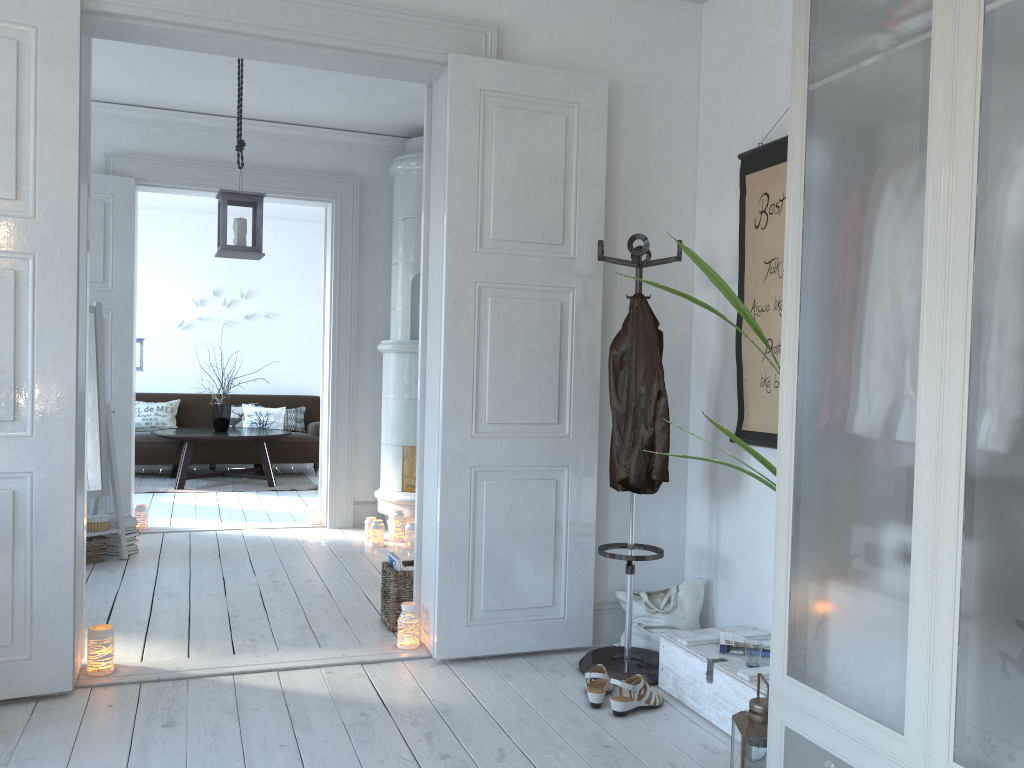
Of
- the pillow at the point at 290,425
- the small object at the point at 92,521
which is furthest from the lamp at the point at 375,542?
the pillow at the point at 290,425

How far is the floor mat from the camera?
8.2m

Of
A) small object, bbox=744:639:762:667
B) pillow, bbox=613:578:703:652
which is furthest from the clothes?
small object, bbox=744:639:762:667

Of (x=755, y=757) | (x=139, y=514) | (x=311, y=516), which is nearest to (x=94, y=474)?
(x=139, y=514)

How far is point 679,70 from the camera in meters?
3.8 m

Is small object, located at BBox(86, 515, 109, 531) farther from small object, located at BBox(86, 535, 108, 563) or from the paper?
the paper

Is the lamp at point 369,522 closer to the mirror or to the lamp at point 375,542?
the lamp at point 375,542

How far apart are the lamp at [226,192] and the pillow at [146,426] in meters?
5.2

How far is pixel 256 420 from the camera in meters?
9.4 m

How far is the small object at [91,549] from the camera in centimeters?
498cm
